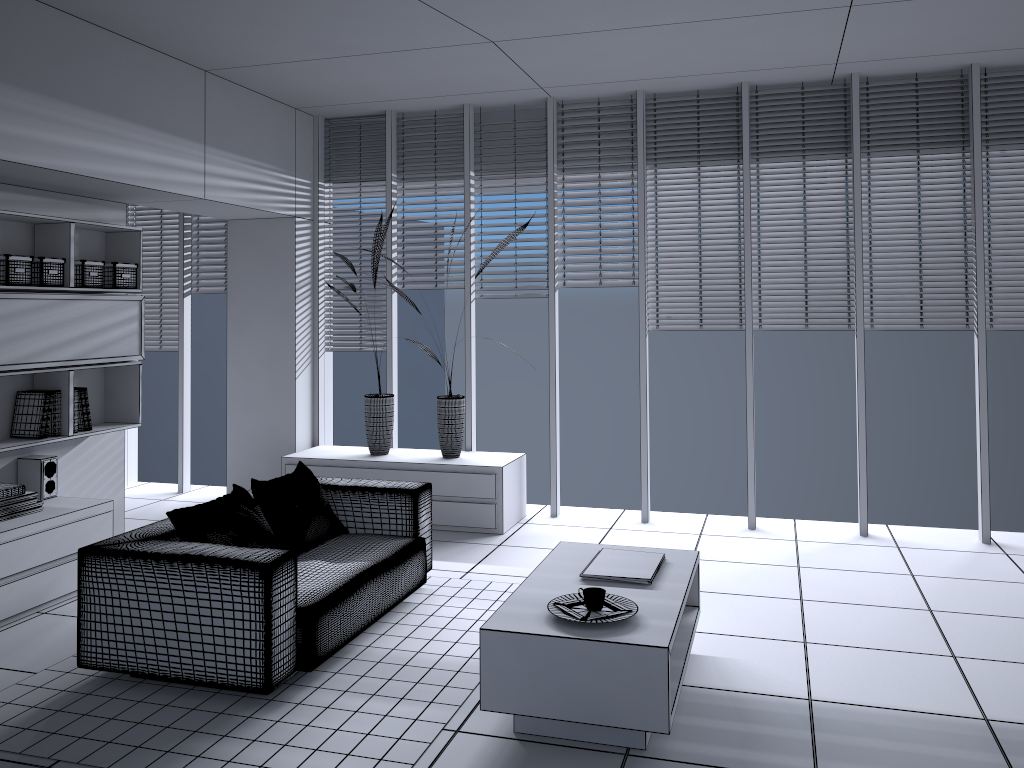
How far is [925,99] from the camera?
5.70m

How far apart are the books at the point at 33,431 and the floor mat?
1.51m

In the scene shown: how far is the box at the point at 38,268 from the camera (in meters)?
4.77

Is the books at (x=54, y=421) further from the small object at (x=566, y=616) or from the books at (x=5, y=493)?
the small object at (x=566, y=616)

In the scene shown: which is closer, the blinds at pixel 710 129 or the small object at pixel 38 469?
the small object at pixel 38 469

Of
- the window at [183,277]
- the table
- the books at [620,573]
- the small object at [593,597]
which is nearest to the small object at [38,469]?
the window at [183,277]

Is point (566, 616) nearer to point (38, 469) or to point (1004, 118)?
point (38, 469)

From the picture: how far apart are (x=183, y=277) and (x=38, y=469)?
2.70m

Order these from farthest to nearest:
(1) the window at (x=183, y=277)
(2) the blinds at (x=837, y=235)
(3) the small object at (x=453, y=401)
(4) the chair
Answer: (1) the window at (x=183, y=277)
(3) the small object at (x=453, y=401)
(2) the blinds at (x=837, y=235)
(4) the chair

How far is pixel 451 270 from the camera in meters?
6.7
